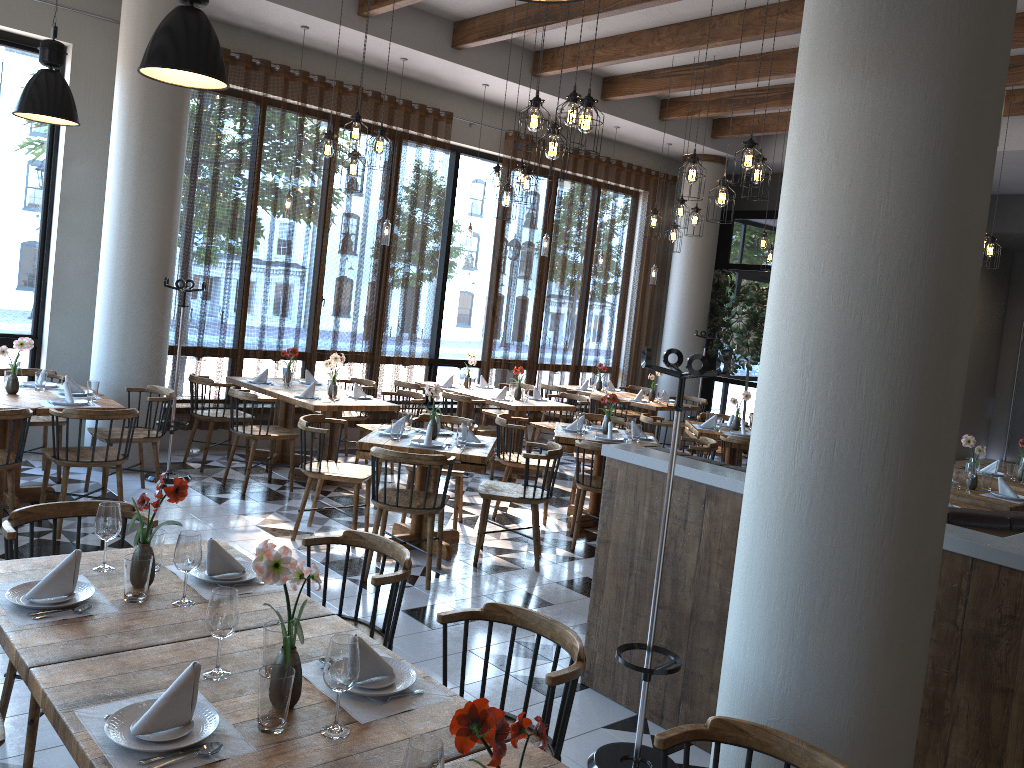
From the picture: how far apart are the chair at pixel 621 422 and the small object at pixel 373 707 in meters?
5.8

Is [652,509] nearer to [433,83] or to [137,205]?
[137,205]

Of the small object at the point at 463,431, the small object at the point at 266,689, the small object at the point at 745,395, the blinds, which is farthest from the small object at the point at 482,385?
the small object at the point at 266,689

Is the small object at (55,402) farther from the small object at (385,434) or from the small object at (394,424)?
the small object at (394,424)

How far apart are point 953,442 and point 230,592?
2.05m

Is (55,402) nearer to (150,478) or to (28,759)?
(150,478)

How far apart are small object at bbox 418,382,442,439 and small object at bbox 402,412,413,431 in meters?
0.3 m

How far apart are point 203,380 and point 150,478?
1.0 meters

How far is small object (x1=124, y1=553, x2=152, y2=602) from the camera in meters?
2.6 m

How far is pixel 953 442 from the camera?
2.6 meters
